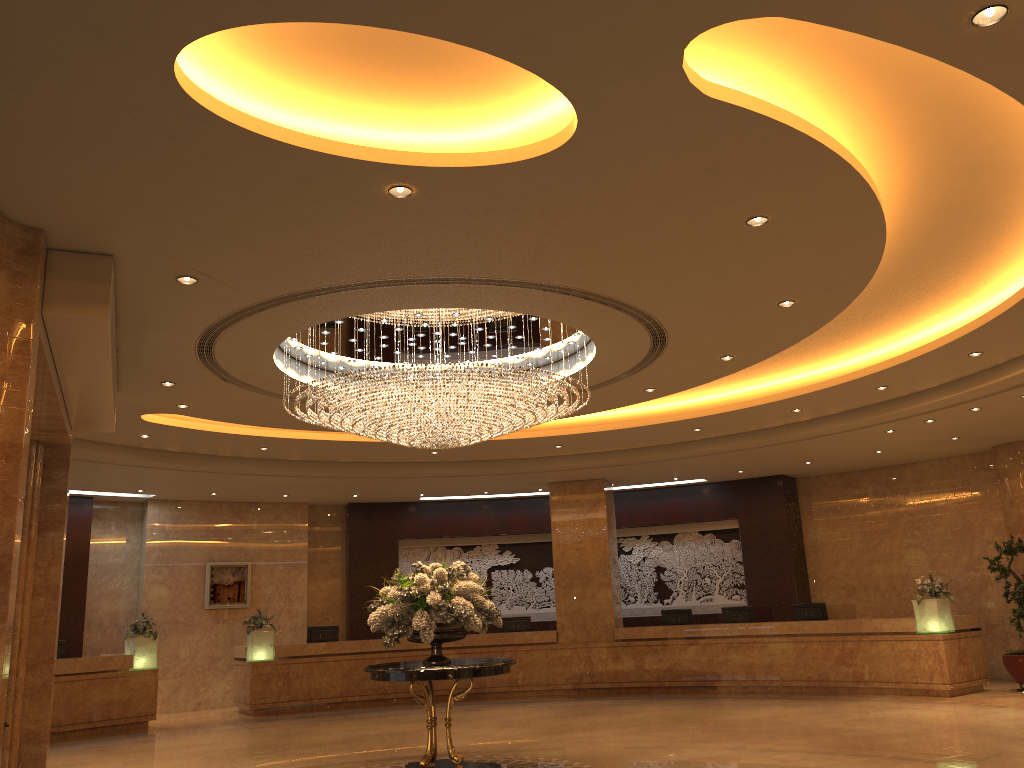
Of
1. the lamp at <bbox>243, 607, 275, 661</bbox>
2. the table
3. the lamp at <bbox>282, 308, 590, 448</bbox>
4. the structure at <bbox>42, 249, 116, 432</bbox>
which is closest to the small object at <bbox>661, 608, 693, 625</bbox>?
the lamp at <bbox>243, 607, 275, 661</bbox>

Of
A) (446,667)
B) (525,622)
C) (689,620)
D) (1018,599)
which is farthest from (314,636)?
(1018,599)

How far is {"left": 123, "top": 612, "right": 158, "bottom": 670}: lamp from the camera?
14.4 meters

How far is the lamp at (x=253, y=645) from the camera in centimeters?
1559cm

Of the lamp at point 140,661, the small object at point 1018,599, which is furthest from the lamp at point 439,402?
the small object at point 1018,599

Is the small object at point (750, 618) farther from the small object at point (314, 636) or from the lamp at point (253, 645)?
the lamp at point (253, 645)

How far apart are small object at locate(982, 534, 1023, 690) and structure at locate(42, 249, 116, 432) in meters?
12.9 m

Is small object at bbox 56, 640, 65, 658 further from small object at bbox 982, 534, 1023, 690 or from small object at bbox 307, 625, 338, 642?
small object at bbox 982, 534, 1023, 690

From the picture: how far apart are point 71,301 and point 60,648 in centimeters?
1001cm

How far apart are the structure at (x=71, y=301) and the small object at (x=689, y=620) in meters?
10.9
